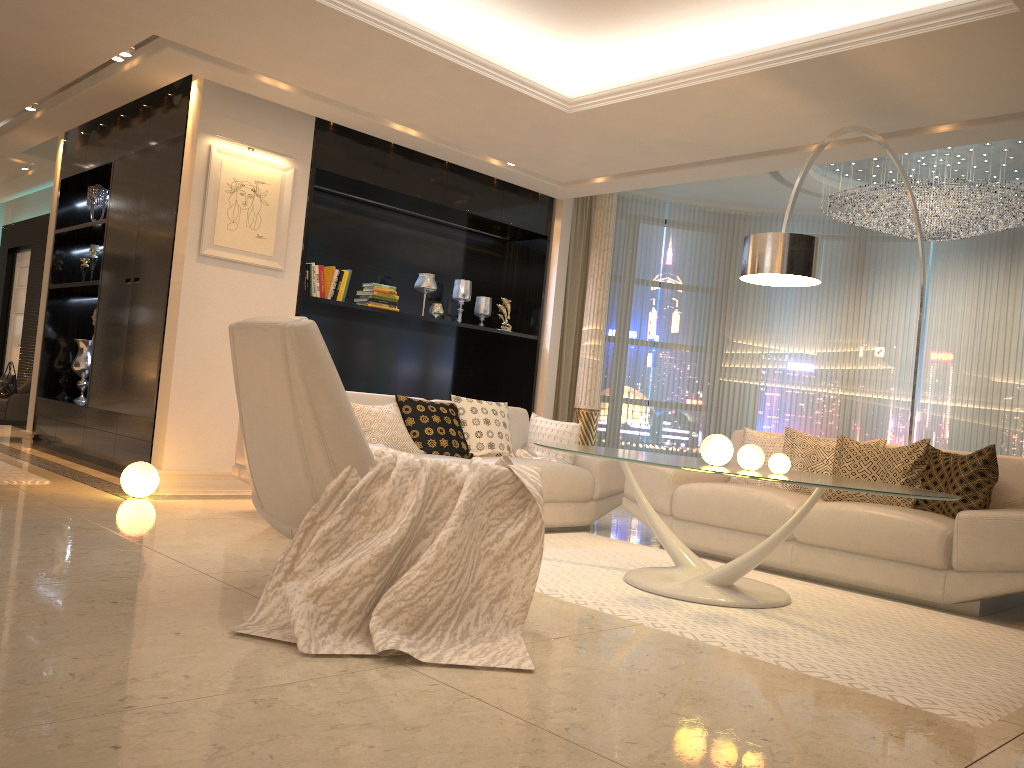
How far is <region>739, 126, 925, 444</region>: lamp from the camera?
4.2m

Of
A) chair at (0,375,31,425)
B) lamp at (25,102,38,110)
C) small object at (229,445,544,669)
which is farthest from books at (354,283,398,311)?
small object at (229,445,544,669)

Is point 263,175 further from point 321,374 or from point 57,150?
point 321,374

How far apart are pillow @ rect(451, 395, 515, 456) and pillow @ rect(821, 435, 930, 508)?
2.01m

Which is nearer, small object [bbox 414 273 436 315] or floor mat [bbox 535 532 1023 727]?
floor mat [bbox 535 532 1023 727]

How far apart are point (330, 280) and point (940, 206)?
A: 4.7m

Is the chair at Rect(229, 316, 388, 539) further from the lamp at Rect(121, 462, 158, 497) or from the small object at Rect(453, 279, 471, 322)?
the small object at Rect(453, 279, 471, 322)

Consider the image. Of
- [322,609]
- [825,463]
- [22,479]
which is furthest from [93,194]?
[825,463]

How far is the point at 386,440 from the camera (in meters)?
5.07

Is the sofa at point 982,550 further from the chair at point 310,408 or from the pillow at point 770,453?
the chair at point 310,408
